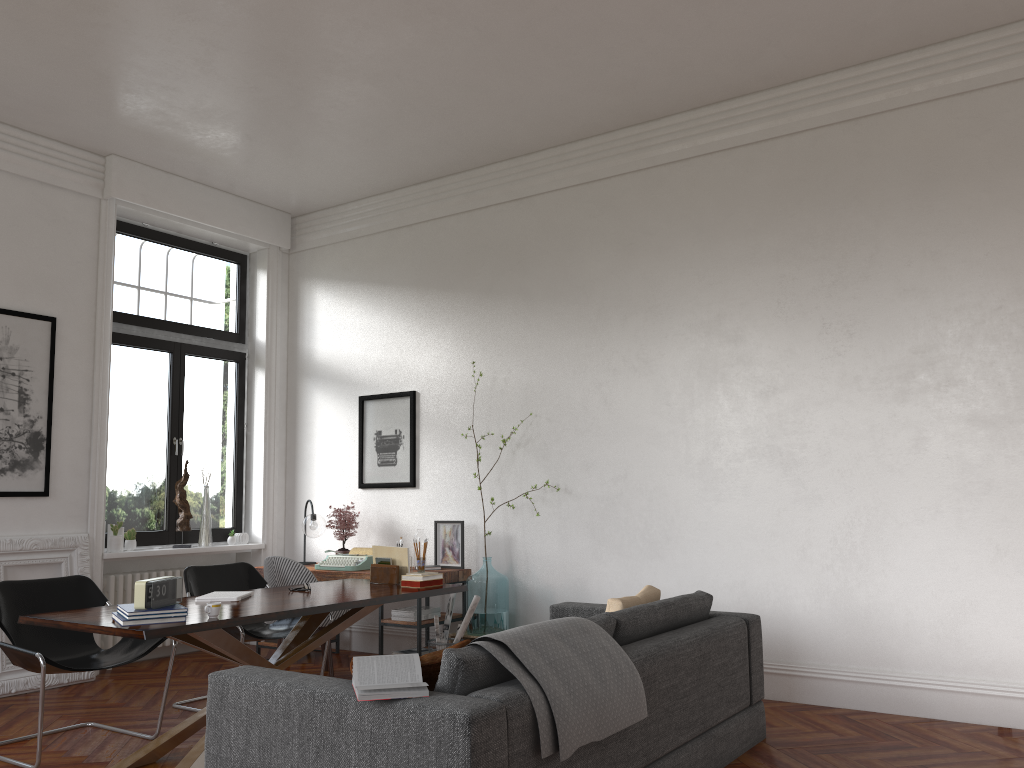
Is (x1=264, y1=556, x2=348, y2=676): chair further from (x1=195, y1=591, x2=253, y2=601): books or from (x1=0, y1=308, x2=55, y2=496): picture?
(x1=0, y1=308, x2=55, y2=496): picture

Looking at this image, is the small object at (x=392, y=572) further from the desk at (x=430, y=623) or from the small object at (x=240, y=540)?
the small object at (x=240, y=540)

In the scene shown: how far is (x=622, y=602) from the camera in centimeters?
424cm

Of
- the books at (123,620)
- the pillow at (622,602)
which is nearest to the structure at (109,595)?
the books at (123,620)

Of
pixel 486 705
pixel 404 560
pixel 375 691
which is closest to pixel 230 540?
pixel 404 560

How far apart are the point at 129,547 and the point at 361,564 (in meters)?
1.93

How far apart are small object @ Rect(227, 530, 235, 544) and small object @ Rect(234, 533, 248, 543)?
0.2 meters

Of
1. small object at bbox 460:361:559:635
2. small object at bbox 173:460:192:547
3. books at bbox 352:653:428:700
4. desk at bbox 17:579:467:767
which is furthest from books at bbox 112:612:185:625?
small object at bbox 173:460:192:547

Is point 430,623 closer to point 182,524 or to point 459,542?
point 459,542

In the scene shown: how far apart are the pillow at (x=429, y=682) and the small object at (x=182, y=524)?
4.87m
